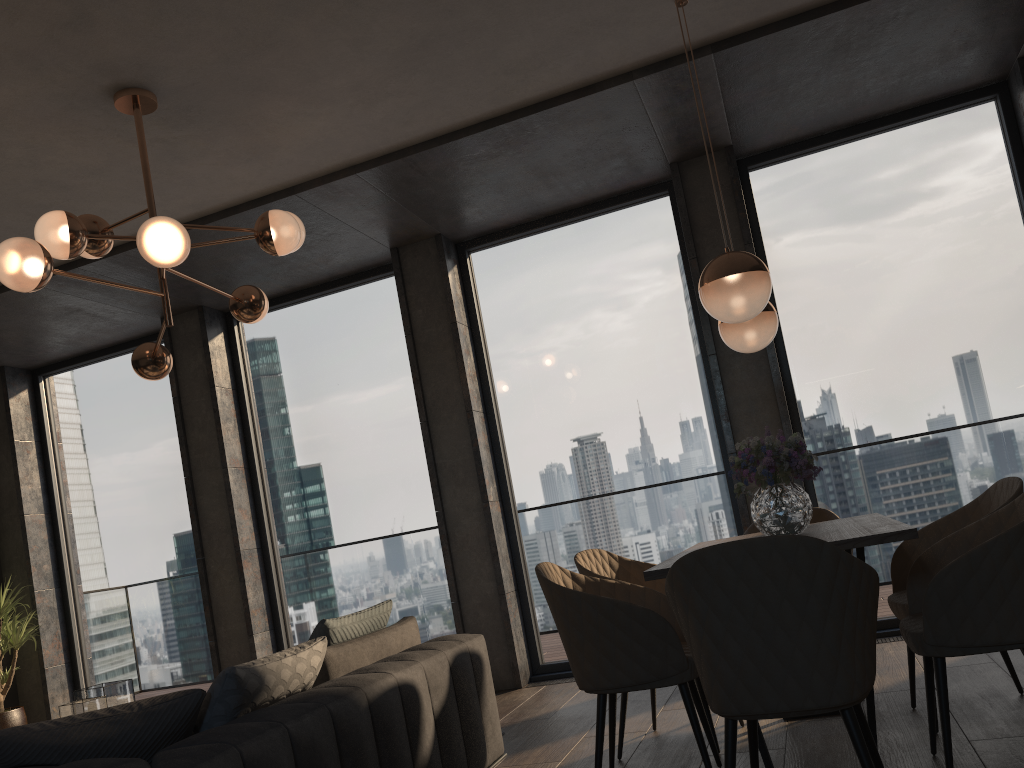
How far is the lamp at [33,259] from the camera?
3.1m

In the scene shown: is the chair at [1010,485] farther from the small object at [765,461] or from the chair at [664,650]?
the chair at [664,650]

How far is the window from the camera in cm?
517

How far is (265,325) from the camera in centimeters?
666cm

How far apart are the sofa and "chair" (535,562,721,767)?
0.49m

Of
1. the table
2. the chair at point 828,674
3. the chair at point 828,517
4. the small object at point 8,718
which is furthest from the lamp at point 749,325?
the small object at point 8,718

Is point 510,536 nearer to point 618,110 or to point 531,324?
point 531,324

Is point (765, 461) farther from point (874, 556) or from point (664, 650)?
point (874, 556)

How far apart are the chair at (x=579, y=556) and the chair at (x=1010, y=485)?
0.9m

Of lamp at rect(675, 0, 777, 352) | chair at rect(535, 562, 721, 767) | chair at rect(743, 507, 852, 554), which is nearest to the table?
chair at rect(535, 562, 721, 767)
